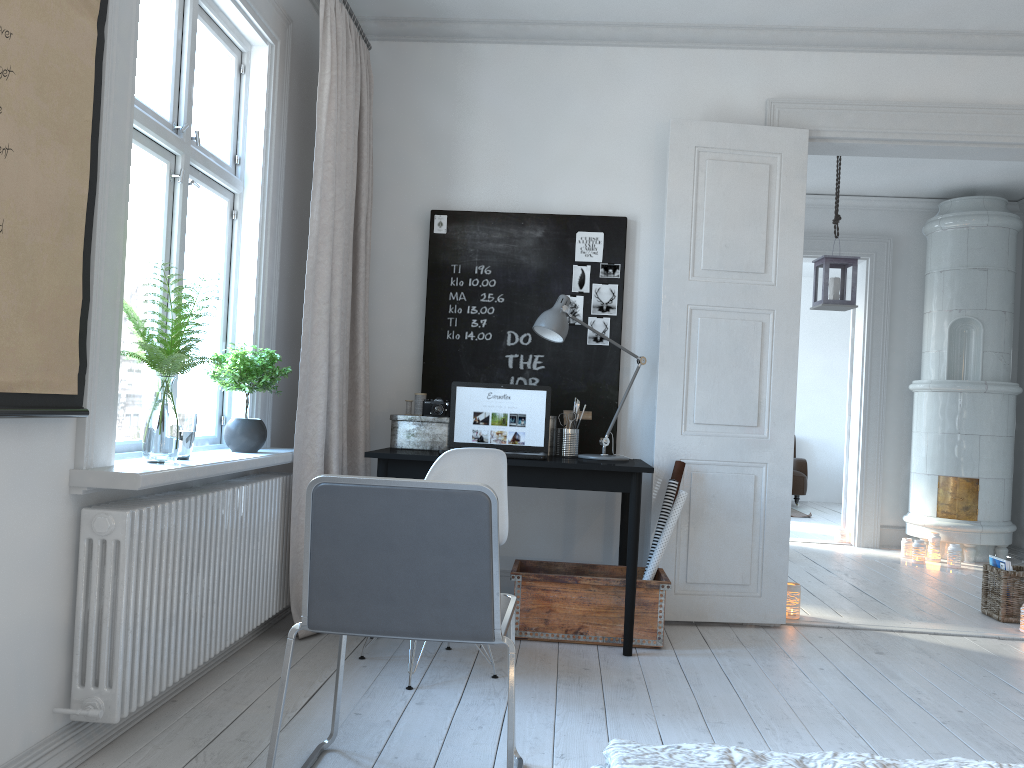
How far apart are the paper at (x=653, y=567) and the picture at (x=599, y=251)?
1.2m

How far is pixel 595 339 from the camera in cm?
424

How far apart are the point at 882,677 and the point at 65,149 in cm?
327

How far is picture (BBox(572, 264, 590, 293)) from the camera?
4.3 meters

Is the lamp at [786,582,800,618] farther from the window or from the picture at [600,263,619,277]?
the window

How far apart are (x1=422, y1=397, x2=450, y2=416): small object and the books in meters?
3.0

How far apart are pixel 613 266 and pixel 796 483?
6.7m

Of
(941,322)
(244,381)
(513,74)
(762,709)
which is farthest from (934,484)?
(244,381)

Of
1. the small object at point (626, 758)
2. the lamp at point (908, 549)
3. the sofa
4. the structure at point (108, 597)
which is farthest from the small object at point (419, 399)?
the sofa

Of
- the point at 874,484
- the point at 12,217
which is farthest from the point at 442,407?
the point at 874,484
